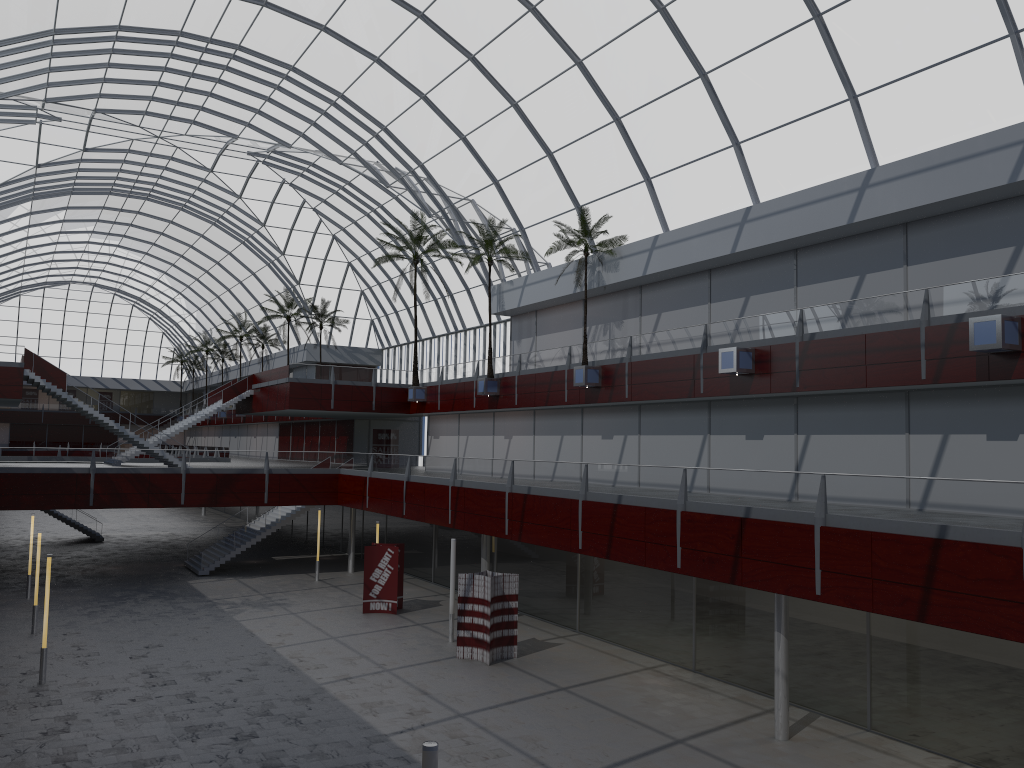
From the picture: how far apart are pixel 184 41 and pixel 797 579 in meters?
44.6 m
